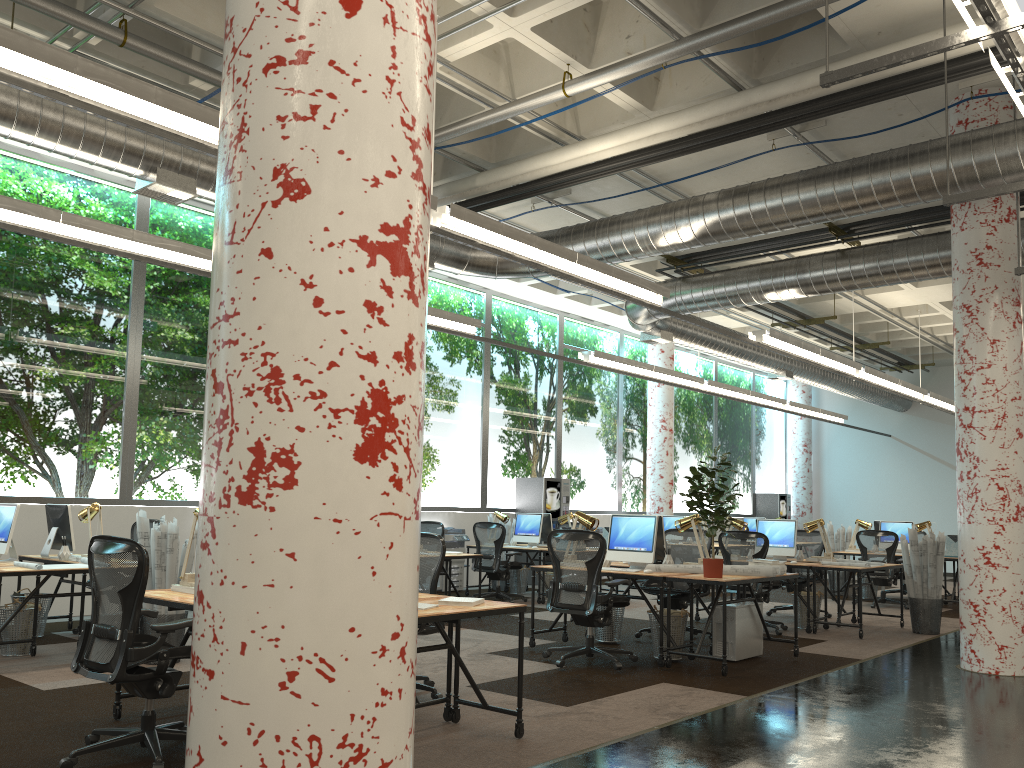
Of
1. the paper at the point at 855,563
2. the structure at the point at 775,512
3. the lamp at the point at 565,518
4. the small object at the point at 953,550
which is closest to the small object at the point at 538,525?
the lamp at the point at 565,518

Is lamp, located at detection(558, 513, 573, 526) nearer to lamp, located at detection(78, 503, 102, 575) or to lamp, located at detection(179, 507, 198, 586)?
lamp, located at detection(78, 503, 102, 575)

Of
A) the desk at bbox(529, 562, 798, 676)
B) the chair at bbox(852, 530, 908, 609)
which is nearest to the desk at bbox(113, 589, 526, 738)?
the desk at bbox(529, 562, 798, 676)

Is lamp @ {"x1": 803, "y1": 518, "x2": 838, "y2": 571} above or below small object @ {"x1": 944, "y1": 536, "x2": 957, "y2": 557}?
above

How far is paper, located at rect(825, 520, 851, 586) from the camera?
14.1 meters

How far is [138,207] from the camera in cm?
1045

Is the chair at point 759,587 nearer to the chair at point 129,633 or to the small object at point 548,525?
the small object at point 548,525

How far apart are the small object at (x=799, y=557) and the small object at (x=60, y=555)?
7.74m

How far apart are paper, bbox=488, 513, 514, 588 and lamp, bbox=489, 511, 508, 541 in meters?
0.8 m

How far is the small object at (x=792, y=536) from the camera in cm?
1001
